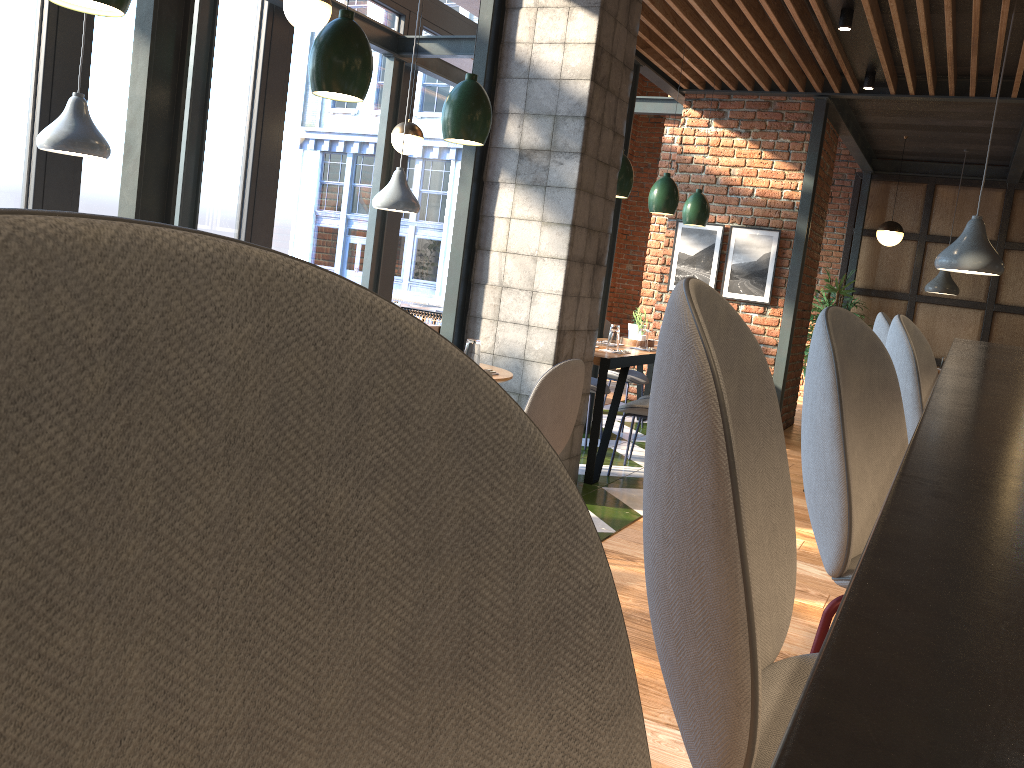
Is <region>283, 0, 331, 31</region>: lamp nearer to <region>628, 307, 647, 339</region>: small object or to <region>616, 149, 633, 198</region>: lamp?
<region>616, 149, 633, 198</region>: lamp

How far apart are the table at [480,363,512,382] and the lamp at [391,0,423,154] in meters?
Result: 3.6

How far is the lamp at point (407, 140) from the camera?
7.11m

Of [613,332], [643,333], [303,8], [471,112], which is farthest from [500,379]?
[643,333]

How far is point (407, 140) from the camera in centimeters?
711cm

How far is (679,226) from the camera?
7.8 meters

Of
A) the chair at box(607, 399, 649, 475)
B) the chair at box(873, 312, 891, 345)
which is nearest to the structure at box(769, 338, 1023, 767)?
the chair at box(873, 312, 891, 345)

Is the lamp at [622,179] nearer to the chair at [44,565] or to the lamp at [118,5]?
the lamp at [118,5]

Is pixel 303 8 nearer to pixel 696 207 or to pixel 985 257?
pixel 696 207

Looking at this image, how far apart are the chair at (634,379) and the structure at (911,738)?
4.38m
